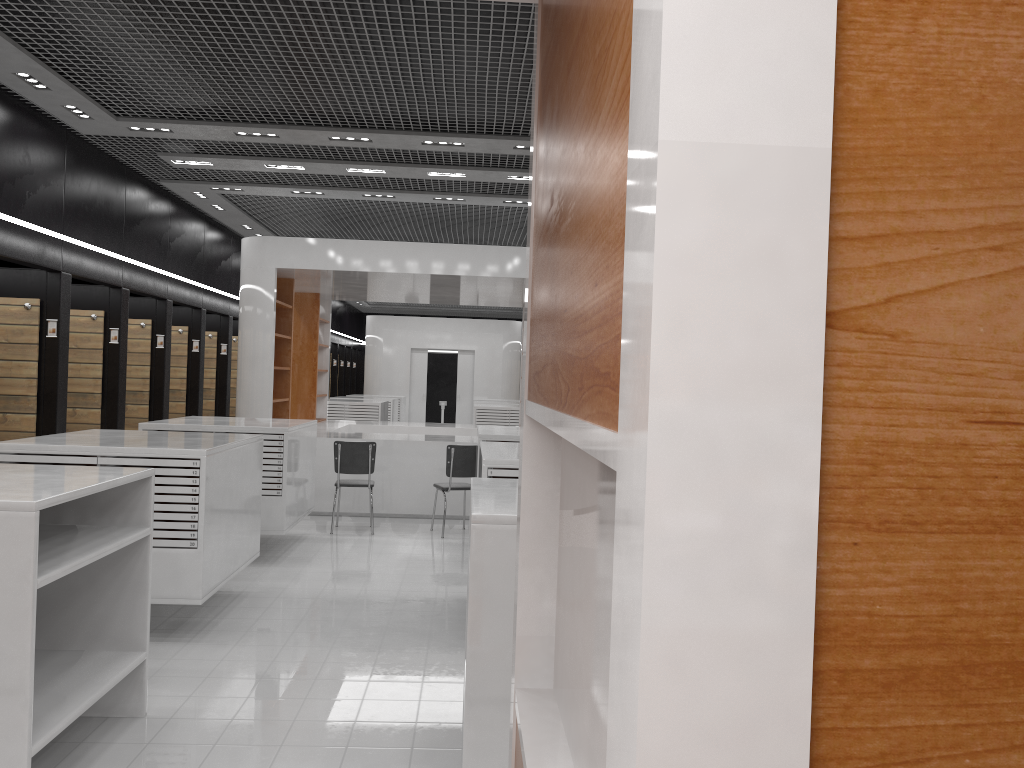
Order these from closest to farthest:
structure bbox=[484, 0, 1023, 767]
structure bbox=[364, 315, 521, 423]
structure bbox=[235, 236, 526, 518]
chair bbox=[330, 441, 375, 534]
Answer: structure bbox=[484, 0, 1023, 767] < chair bbox=[330, 441, 375, 534] < structure bbox=[235, 236, 526, 518] < structure bbox=[364, 315, 521, 423]

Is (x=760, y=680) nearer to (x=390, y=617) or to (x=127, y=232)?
(x=390, y=617)

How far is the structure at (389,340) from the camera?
23.81m

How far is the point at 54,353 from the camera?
8.3m

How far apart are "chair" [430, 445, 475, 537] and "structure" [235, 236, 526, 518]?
1.0m

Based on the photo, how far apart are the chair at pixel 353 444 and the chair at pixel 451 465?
0.7m

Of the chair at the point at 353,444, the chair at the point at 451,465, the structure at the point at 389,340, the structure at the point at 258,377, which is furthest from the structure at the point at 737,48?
the structure at the point at 389,340

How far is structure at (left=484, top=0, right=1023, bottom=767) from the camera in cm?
53

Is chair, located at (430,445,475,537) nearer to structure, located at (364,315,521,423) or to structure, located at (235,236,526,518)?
structure, located at (235,236,526,518)

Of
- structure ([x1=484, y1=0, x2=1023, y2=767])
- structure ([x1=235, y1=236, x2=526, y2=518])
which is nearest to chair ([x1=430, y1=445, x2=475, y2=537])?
structure ([x1=235, y1=236, x2=526, y2=518])
